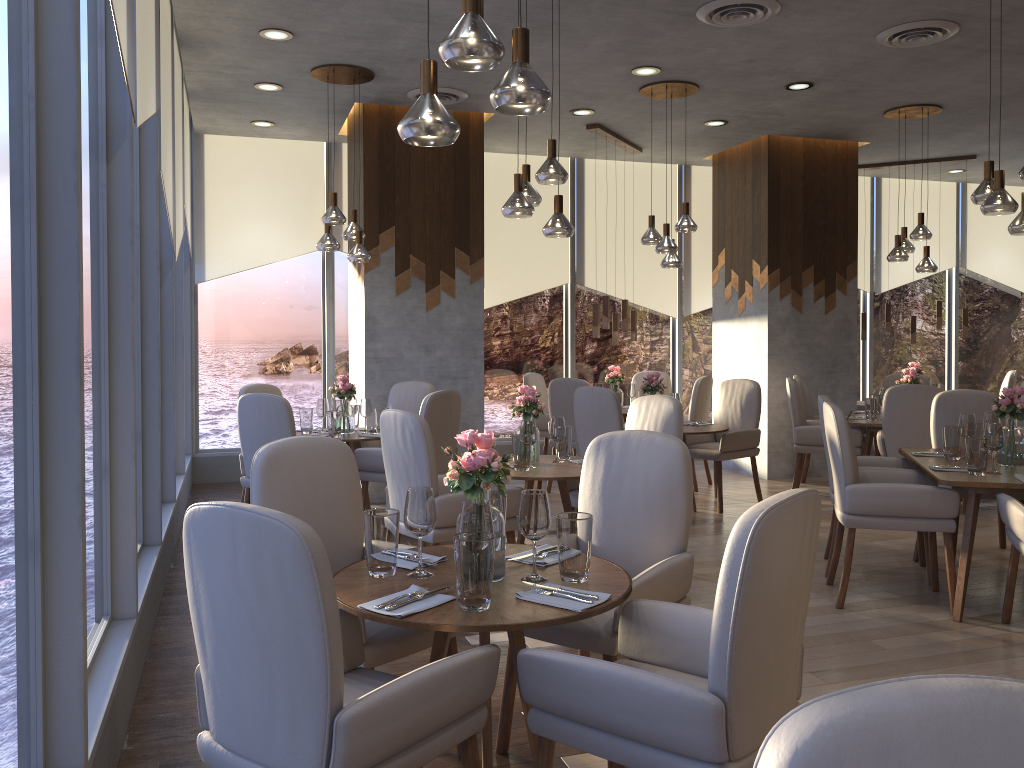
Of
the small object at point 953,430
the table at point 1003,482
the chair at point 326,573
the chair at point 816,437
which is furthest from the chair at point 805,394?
the chair at point 326,573

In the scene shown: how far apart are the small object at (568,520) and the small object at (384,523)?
0.5m

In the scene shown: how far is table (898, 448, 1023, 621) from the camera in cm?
405

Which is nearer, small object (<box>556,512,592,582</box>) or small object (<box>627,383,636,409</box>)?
small object (<box>556,512,592,582</box>)

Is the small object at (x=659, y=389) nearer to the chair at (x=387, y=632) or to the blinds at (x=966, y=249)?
the chair at (x=387, y=632)

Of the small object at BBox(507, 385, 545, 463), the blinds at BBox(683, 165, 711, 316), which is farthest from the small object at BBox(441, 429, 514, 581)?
the blinds at BBox(683, 165, 711, 316)

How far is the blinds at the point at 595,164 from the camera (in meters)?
9.21

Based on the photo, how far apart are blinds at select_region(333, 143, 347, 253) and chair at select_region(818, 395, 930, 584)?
5.01m

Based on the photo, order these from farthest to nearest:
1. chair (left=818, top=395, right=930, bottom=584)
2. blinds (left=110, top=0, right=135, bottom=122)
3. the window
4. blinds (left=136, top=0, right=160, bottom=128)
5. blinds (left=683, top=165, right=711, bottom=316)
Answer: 1. blinds (left=683, top=165, right=711, bottom=316)
2. chair (left=818, top=395, right=930, bottom=584)
3. blinds (left=136, top=0, right=160, bottom=128)
4. blinds (left=110, top=0, right=135, bottom=122)
5. the window

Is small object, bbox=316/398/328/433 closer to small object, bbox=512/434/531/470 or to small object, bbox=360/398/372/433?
small object, bbox=360/398/372/433
